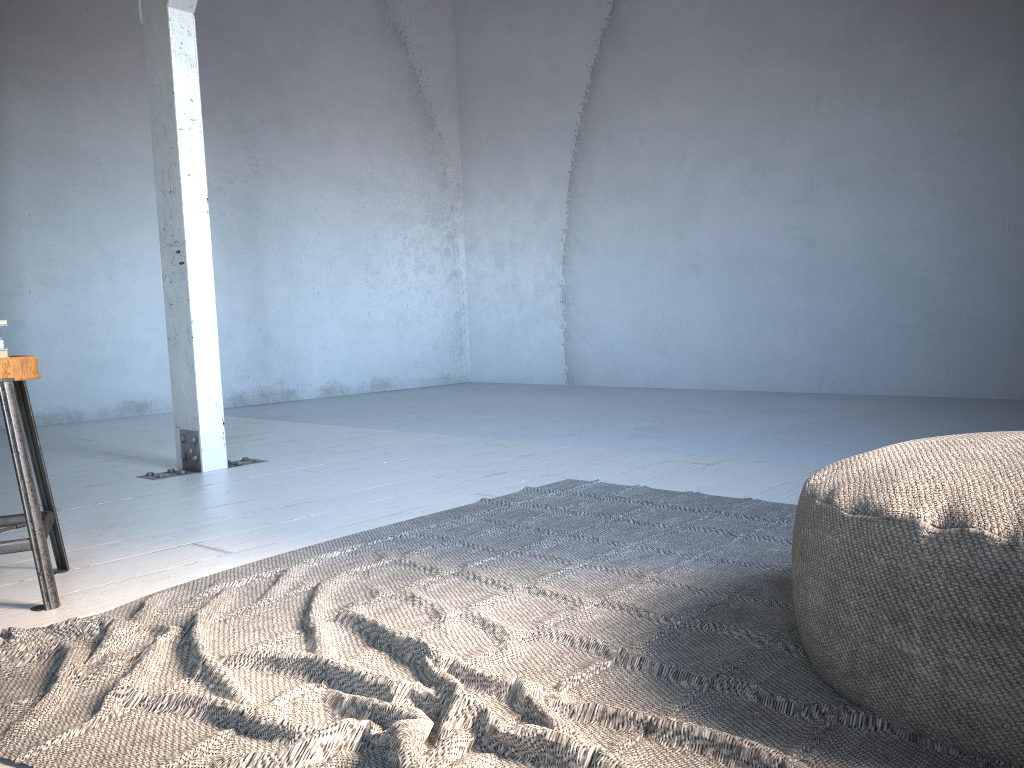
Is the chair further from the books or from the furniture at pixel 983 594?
the furniture at pixel 983 594

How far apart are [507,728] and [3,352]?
1.94m

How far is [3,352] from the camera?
2.5 meters

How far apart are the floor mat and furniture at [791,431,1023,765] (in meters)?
0.01

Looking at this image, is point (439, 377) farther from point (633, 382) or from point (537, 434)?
point (537, 434)

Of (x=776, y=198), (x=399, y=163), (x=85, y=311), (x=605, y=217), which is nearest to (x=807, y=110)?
(x=776, y=198)

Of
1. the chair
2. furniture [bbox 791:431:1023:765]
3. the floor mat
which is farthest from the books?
furniture [bbox 791:431:1023:765]

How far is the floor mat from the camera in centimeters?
141cm

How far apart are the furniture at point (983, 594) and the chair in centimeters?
193cm

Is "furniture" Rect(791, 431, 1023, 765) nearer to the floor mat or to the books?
the floor mat
